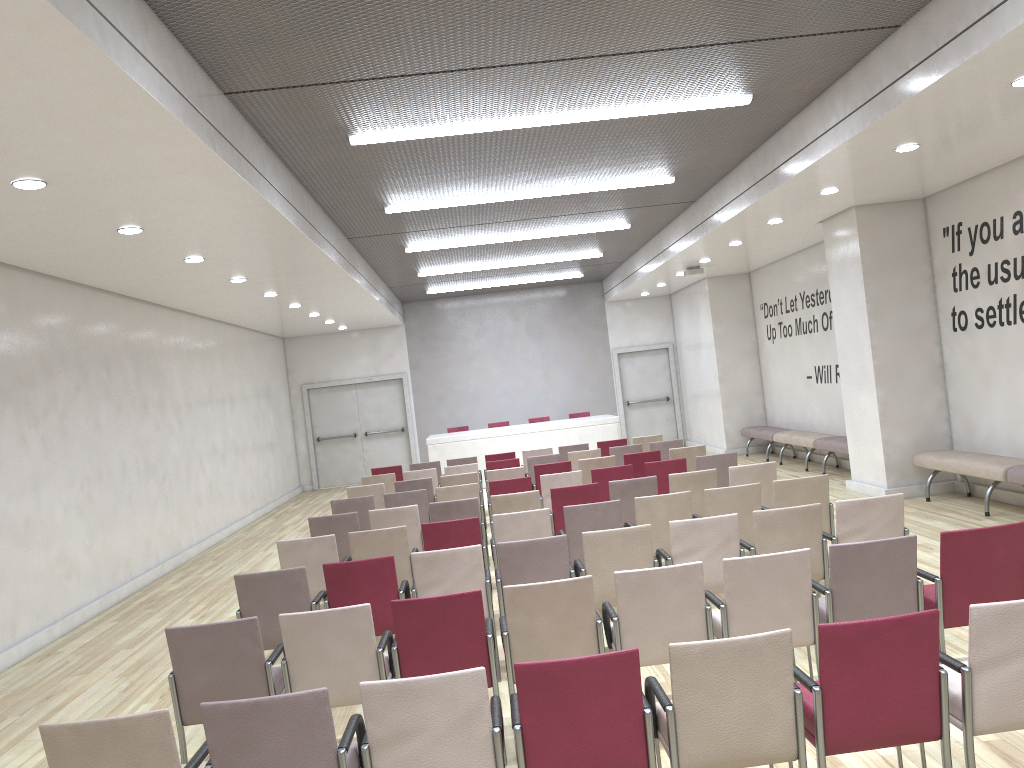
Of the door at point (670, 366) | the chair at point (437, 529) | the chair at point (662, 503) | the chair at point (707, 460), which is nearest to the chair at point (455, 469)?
the chair at point (707, 460)

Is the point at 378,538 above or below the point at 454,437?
below

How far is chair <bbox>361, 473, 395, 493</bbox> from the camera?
11.65m

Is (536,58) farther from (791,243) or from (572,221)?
(791,243)

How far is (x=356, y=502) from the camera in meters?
9.2 m

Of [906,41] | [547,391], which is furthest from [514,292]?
[906,41]

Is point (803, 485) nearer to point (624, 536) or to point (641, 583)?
point (624, 536)

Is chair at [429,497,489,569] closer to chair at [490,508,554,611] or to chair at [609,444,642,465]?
chair at [490,508,554,611]

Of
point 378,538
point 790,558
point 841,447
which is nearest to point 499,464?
point 841,447

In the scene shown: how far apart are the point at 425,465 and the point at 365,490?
2.5m
